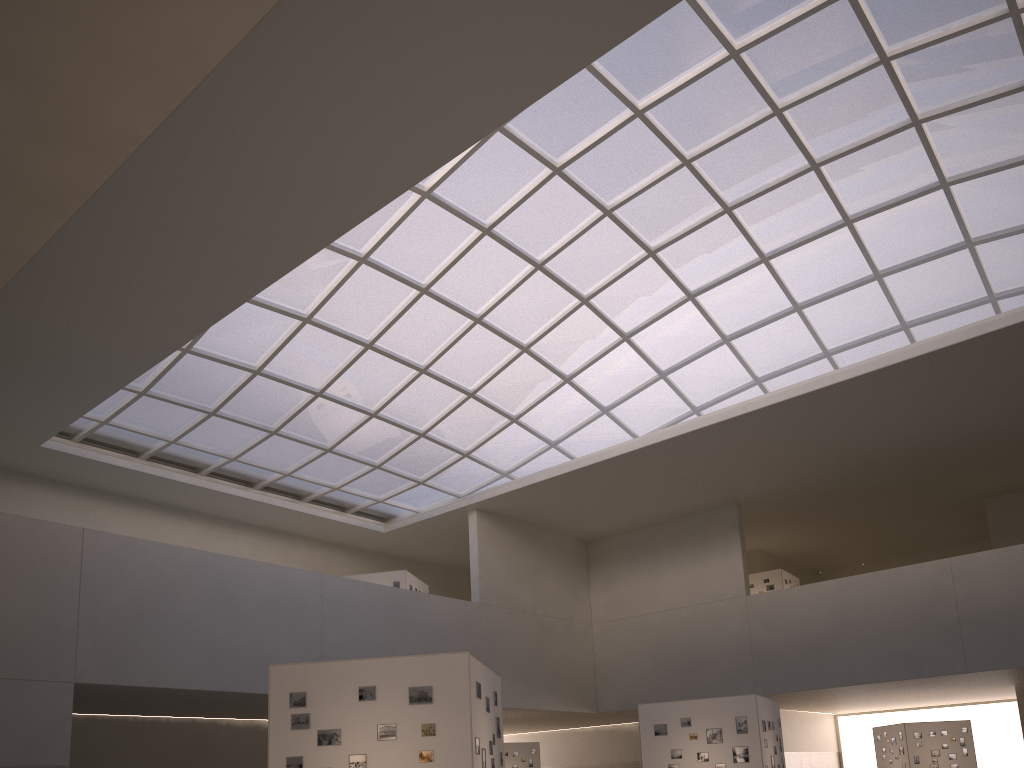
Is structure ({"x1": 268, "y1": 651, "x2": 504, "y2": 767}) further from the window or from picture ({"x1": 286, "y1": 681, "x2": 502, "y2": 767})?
the window

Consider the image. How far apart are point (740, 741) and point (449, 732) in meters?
16.4

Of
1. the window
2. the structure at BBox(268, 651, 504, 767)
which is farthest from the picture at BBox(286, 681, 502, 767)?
the window

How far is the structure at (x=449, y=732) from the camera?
17.51m

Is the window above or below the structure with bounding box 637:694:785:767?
above

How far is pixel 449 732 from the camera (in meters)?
17.51

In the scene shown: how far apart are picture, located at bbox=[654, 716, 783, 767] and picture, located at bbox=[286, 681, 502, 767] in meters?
16.4 m

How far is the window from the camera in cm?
3496

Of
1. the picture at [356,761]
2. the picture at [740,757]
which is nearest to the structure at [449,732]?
the picture at [356,761]

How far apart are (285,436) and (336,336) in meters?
8.4
